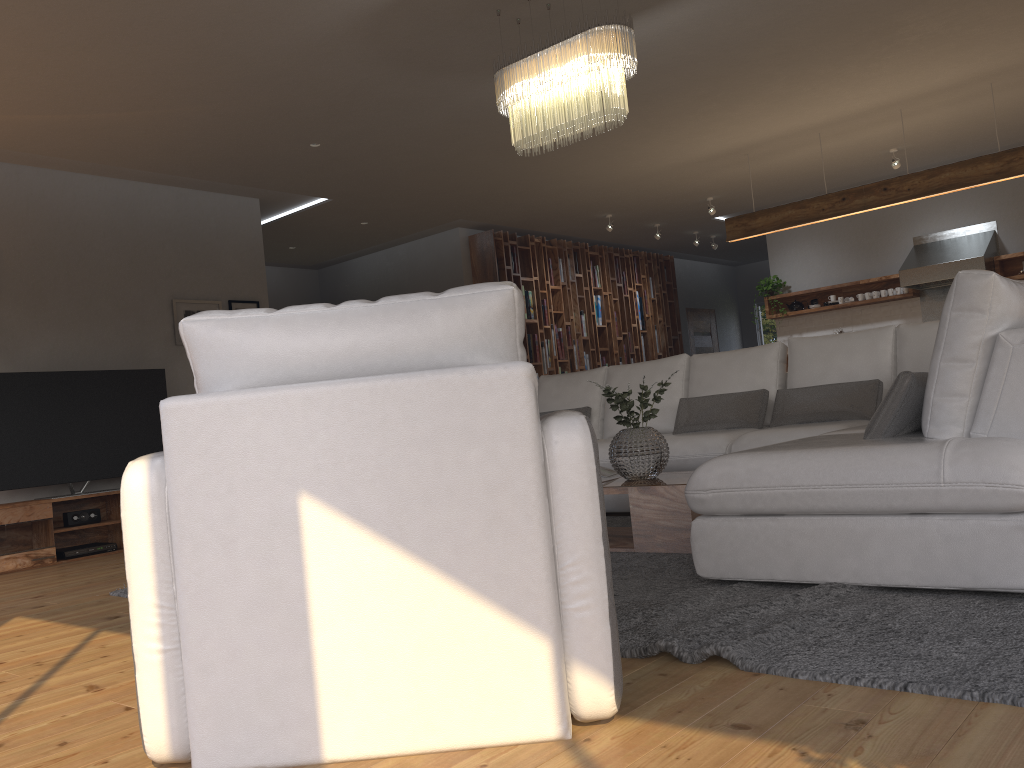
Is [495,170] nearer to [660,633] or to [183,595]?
[660,633]

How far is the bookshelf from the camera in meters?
9.8 m

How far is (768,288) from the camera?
10.05m

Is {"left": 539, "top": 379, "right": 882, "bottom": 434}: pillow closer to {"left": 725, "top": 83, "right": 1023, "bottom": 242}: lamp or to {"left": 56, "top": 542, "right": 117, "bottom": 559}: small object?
{"left": 725, "top": 83, "right": 1023, "bottom": 242}: lamp

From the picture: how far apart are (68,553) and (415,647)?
5.0 meters

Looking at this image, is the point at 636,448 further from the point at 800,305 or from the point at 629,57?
the point at 800,305

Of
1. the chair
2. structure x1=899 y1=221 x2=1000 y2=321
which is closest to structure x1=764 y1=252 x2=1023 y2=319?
structure x1=899 y1=221 x2=1000 y2=321

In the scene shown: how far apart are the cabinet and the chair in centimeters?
453cm

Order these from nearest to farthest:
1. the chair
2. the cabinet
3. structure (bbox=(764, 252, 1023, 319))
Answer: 1. the chair
2. the cabinet
3. structure (bbox=(764, 252, 1023, 319))

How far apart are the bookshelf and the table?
5.43m
